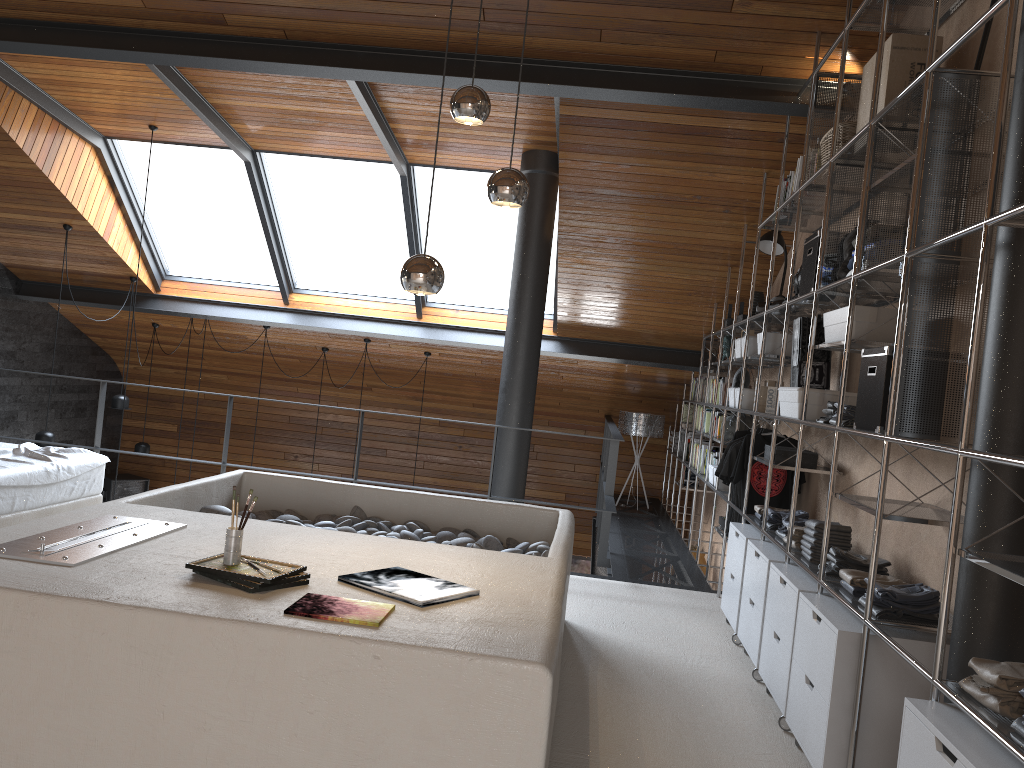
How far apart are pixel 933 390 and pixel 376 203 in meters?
5.7

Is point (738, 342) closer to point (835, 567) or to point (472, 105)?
point (835, 567)

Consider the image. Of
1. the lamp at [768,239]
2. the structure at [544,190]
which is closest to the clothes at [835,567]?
the lamp at [768,239]

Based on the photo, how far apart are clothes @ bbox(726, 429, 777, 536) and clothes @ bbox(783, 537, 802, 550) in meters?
1.6

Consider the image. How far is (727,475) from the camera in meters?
5.3

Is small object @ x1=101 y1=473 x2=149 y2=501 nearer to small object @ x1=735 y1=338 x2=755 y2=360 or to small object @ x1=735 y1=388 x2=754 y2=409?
small object @ x1=735 y1=338 x2=755 y2=360

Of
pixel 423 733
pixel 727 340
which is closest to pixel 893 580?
Answer: pixel 423 733

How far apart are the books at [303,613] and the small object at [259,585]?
0.1 meters

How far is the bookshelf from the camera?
2.20m

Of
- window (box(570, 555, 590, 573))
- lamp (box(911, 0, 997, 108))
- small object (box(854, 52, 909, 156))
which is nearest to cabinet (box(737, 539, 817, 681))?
small object (box(854, 52, 909, 156))
